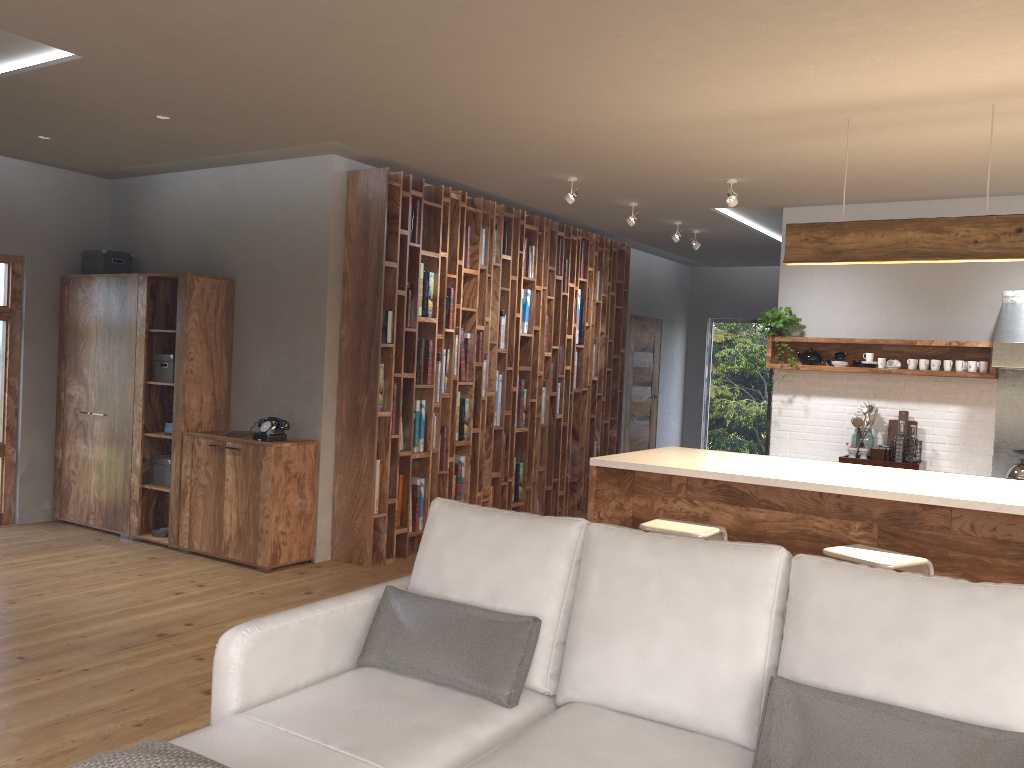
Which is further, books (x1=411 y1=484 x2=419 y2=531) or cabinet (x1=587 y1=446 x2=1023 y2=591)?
books (x1=411 y1=484 x2=419 y2=531)

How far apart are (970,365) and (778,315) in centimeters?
139cm

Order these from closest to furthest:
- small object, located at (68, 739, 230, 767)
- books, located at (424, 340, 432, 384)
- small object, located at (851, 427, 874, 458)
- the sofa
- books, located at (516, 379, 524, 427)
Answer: small object, located at (68, 739, 230, 767) < the sofa < books, located at (424, 340, 432, 384) < small object, located at (851, 427, 874, 458) < books, located at (516, 379, 524, 427)

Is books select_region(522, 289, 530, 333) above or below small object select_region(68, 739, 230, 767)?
above

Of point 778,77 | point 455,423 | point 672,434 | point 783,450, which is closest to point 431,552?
point 778,77

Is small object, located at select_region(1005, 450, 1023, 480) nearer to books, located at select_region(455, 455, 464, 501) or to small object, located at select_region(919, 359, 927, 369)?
small object, located at select_region(919, 359, 927, 369)

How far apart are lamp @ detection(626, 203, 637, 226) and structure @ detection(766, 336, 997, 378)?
1.4 meters

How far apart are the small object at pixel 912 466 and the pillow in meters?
4.5 m

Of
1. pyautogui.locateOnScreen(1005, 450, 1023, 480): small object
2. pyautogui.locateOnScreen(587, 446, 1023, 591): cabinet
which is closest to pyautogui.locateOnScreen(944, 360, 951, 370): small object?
pyautogui.locateOnScreen(1005, 450, 1023, 480): small object

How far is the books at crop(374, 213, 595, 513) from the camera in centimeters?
644cm
